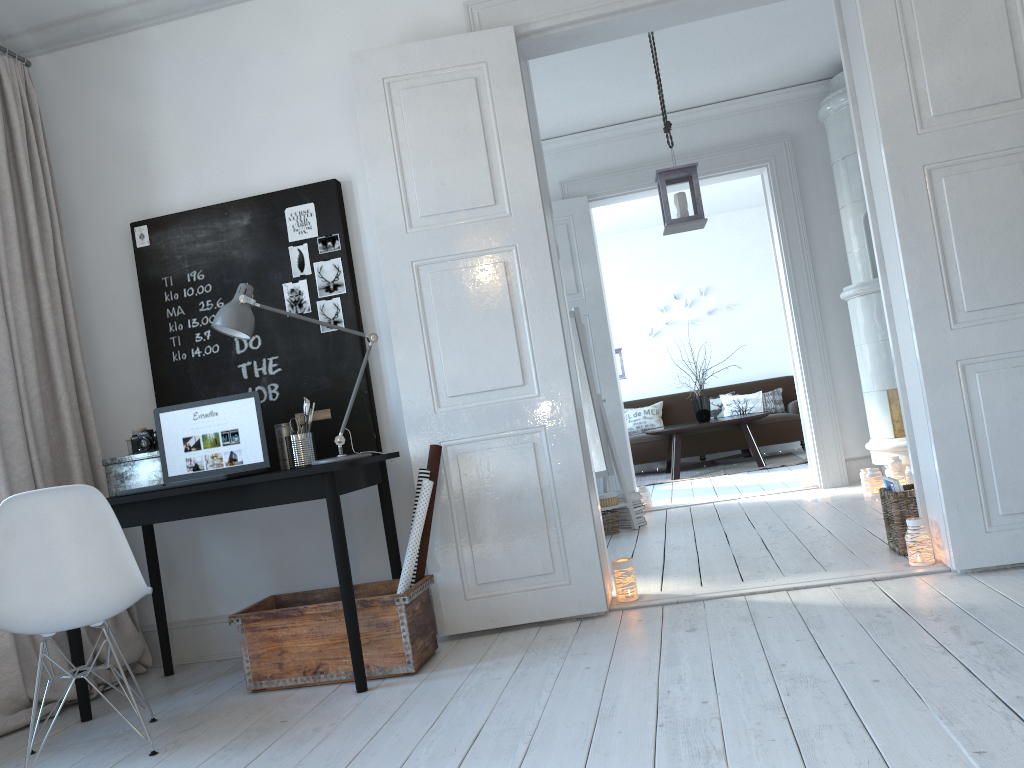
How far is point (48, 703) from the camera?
3.3 meters

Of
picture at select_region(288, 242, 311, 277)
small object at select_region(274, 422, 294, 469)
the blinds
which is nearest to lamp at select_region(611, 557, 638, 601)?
small object at select_region(274, 422, 294, 469)

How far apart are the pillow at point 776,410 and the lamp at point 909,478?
4.4 meters

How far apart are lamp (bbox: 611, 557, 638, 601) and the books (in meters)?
1.16

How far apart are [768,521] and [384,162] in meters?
3.0

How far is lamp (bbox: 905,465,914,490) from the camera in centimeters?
531cm

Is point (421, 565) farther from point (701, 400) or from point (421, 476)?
point (701, 400)

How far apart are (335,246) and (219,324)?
0.7 meters

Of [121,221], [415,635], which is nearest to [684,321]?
[121,221]

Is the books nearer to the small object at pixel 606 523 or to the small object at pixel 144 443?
the small object at pixel 606 523
